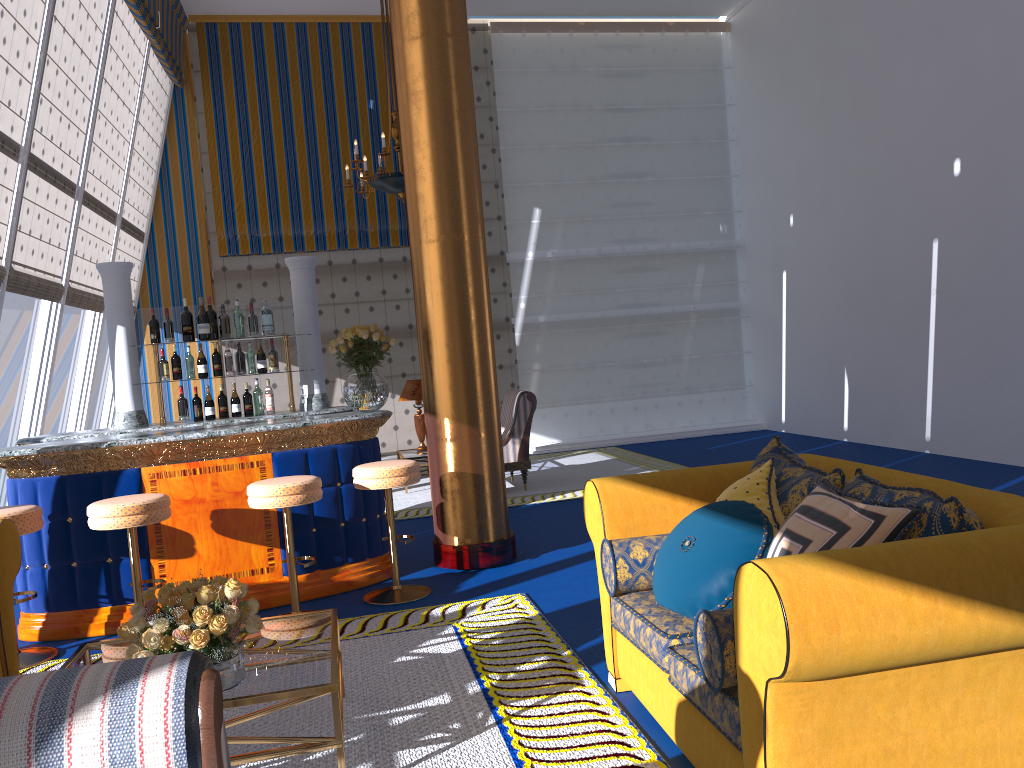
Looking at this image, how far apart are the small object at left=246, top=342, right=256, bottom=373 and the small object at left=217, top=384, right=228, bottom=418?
0.3m

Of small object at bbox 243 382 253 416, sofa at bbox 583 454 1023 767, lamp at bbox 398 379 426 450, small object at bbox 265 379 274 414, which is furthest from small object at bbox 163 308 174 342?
sofa at bbox 583 454 1023 767

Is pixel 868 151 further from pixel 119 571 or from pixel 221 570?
pixel 119 571

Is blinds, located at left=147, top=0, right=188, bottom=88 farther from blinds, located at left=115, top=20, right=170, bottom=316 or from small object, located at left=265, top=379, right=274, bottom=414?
small object, located at left=265, top=379, right=274, bottom=414

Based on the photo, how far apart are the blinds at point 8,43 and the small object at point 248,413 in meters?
2.1

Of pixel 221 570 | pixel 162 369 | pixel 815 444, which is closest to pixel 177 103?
pixel 162 369

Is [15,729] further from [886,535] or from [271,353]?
[271,353]

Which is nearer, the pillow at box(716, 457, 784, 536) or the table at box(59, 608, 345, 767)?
the table at box(59, 608, 345, 767)

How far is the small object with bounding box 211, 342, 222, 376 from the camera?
6.19m

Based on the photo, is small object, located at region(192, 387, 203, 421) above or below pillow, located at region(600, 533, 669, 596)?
above
